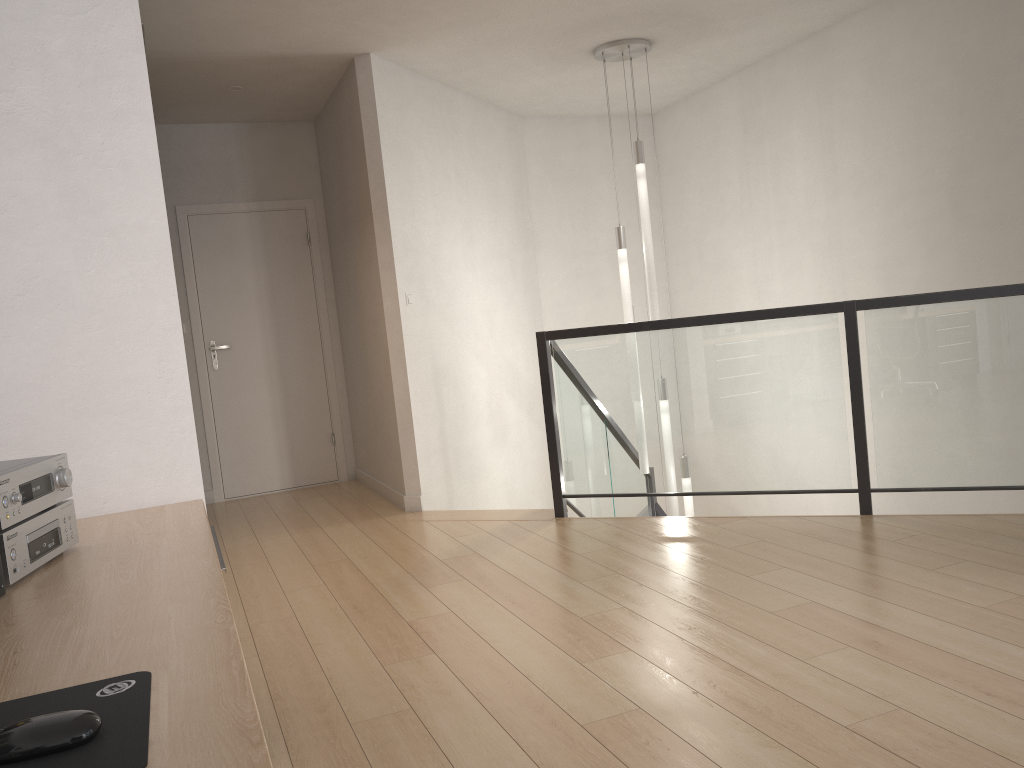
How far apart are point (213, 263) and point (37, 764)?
5.99m

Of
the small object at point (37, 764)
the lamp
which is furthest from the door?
the small object at point (37, 764)

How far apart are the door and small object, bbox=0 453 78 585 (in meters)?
4.90

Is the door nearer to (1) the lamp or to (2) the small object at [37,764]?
(1) the lamp

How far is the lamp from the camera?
5.4m

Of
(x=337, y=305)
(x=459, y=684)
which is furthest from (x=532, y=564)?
(x=337, y=305)

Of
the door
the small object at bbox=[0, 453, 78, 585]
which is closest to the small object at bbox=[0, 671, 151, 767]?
the small object at bbox=[0, 453, 78, 585]

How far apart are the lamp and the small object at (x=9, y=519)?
4.3 meters

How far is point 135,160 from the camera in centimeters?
196cm

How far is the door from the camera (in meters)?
6.36
